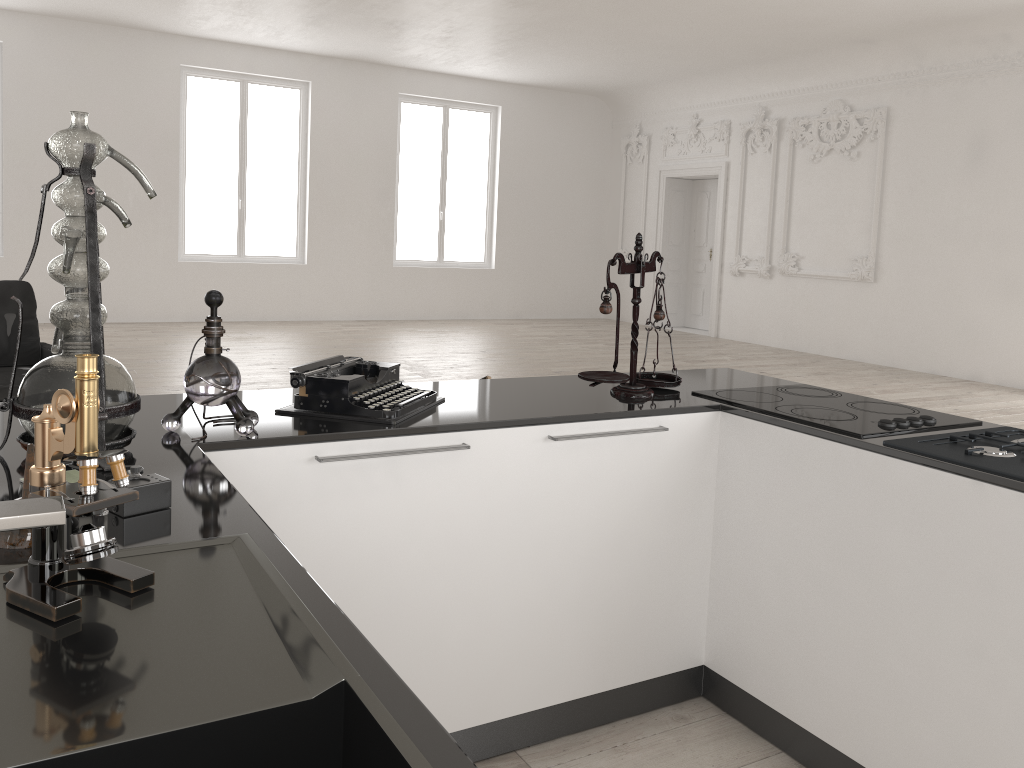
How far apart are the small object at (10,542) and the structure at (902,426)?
1.82m

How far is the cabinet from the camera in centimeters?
188cm

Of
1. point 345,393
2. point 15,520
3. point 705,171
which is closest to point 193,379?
point 345,393

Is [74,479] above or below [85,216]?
below

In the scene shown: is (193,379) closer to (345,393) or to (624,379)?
(345,393)

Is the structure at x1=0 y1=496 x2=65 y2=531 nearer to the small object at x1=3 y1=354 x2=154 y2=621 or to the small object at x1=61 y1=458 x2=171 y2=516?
the small object at x1=3 y1=354 x2=154 y2=621

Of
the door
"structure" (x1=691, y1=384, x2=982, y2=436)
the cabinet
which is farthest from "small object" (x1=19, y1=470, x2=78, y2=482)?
the door

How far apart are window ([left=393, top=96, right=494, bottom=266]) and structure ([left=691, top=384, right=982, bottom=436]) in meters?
11.4 m

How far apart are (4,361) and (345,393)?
3.77m

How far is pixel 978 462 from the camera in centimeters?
196cm
